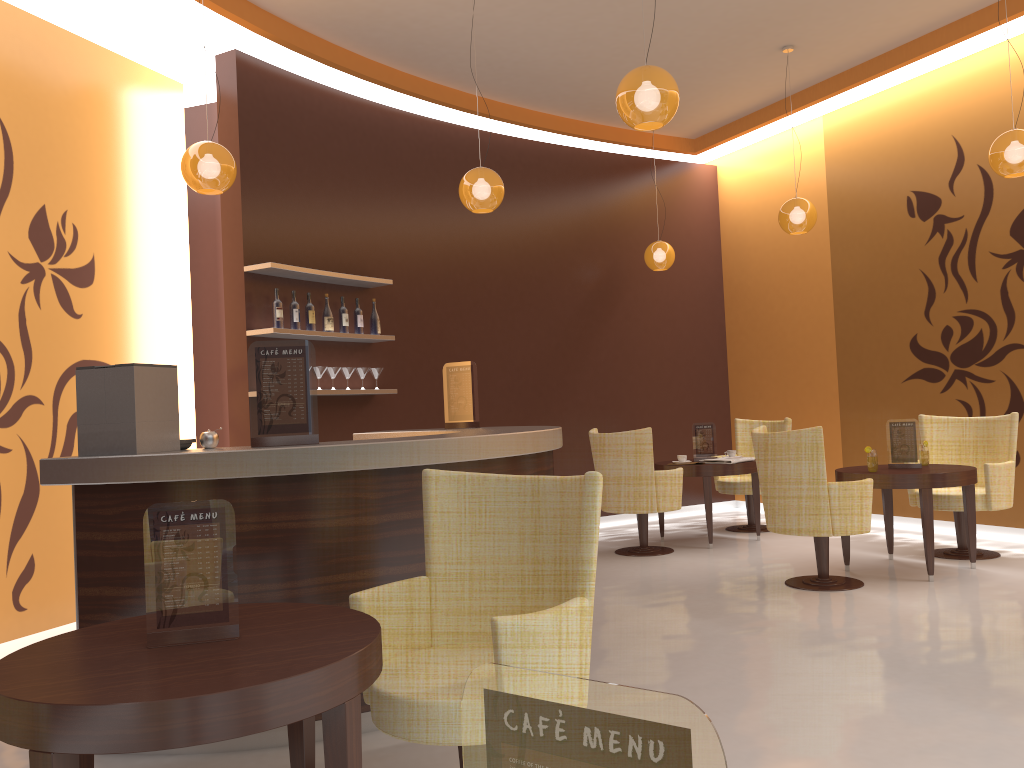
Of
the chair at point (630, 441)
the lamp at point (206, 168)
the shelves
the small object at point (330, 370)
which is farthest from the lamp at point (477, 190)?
the chair at point (630, 441)

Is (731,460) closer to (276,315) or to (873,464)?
(873,464)

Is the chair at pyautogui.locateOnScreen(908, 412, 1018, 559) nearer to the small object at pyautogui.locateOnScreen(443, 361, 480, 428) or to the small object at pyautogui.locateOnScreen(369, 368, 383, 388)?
the small object at pyautogui.locateOnScreen(443, 361, 480, 428)

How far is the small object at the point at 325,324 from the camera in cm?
659

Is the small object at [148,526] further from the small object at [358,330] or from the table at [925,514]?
the small object at [358,330]

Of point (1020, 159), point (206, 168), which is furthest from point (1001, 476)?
point (206, 168)

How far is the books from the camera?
7.19m

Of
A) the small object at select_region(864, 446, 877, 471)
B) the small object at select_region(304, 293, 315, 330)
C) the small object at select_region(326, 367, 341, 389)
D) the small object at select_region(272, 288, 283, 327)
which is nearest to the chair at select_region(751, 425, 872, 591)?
the small object at select_region(864, 446, 877, 471)

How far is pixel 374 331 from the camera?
6.99m

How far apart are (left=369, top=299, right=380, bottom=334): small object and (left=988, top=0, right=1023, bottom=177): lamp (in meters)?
4.40
